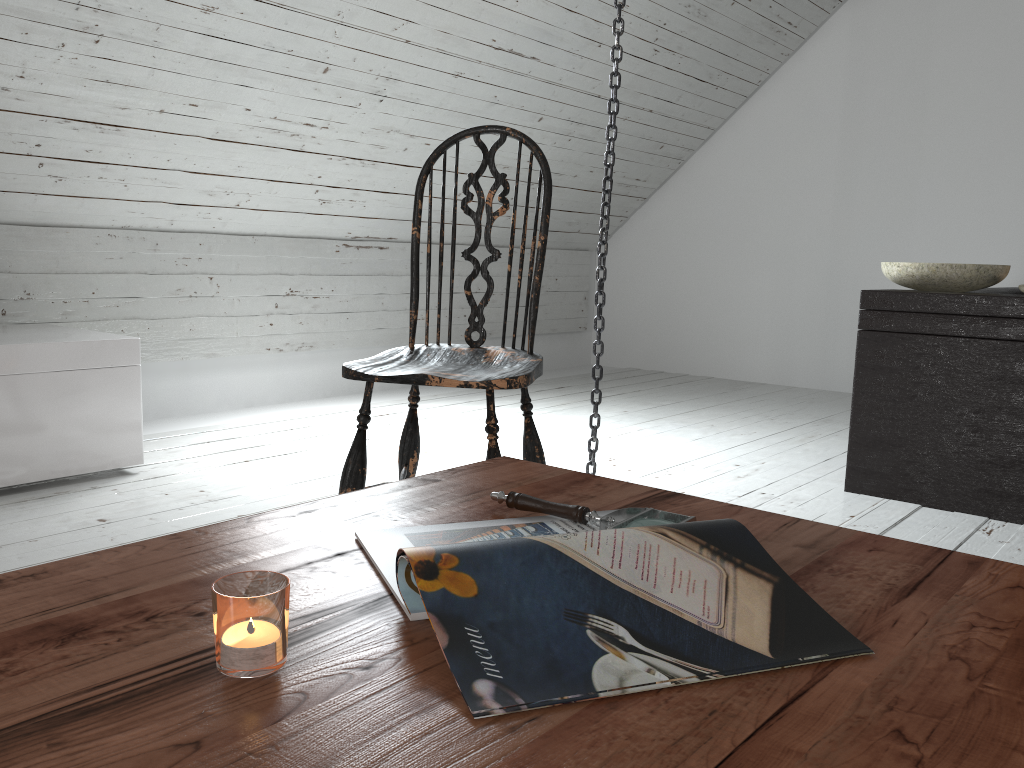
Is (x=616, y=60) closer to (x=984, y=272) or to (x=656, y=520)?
(x=984, y=272)

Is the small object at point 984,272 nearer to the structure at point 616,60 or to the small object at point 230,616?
the structure at point 616,60

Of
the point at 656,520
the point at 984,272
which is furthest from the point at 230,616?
the point at 984,272

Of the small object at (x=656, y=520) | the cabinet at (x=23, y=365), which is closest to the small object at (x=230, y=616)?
the small object at (x=656, y=520)

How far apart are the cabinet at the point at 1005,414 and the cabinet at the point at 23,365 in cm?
204

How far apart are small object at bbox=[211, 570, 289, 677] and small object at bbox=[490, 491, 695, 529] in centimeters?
35cm

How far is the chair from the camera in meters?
1.6

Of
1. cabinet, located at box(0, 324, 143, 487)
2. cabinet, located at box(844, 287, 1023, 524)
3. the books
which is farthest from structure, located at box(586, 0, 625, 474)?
the books

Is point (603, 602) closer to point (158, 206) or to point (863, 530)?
point (863, 530)

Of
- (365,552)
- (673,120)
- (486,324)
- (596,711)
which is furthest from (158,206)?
(596,711)
